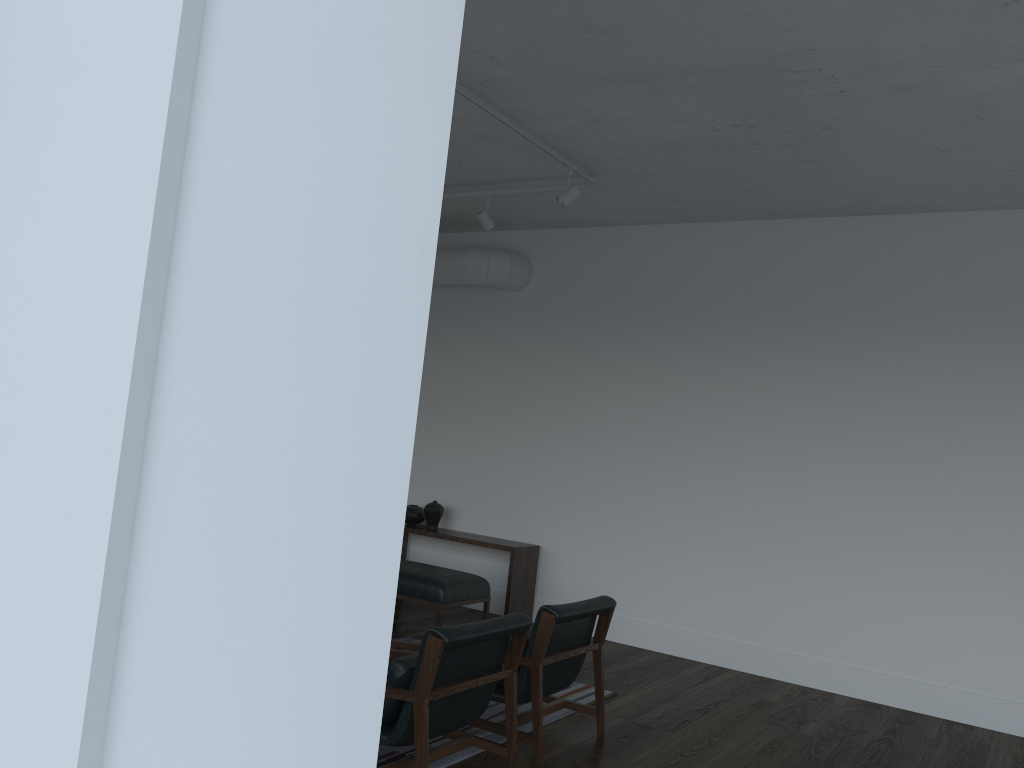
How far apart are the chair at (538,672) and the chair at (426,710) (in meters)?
0.21

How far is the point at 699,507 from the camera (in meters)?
6.48

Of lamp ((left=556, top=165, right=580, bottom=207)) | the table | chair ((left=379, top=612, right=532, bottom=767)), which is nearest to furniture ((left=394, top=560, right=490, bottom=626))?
the table

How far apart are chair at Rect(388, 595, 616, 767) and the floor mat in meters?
0.1

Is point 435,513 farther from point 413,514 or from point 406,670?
point 406,670

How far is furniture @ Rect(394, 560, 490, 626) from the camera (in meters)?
5.81

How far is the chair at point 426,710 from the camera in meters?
3.2

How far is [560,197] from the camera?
5.47m

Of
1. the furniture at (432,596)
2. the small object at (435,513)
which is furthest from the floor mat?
the small object at (435,513)

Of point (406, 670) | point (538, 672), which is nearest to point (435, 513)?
point (538, 672)
